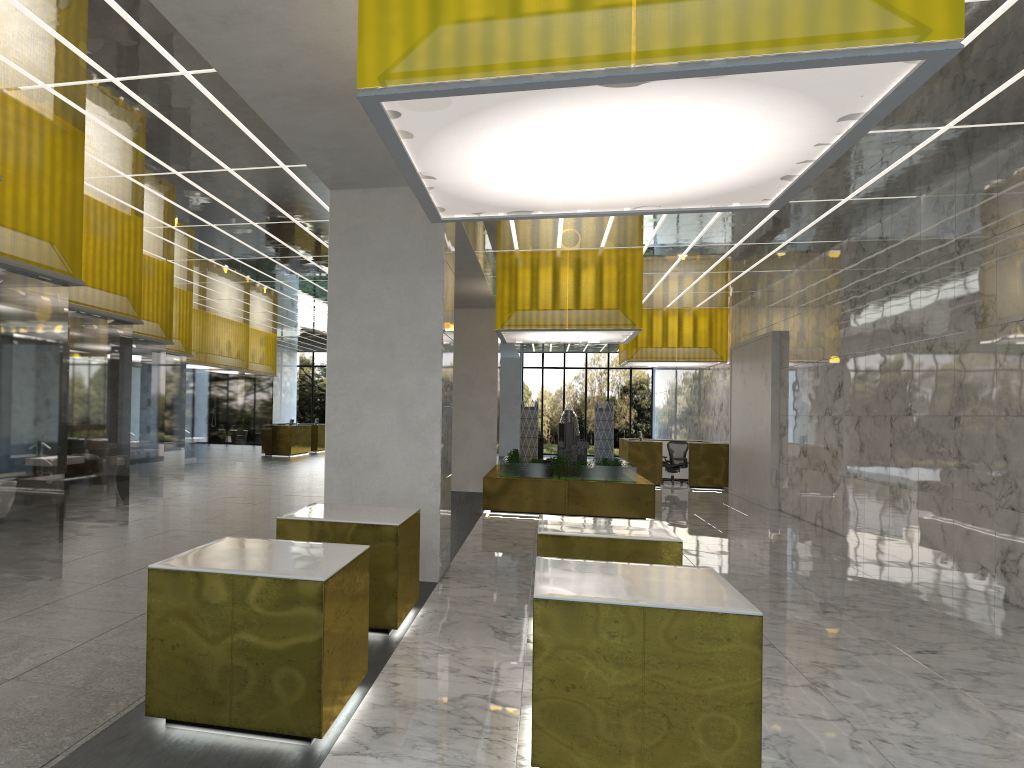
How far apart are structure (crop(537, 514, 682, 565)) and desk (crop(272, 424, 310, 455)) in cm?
3252

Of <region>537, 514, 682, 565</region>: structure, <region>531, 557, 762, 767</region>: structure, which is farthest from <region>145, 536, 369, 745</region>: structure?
<region>537, 514, 682, 565</region>: structure

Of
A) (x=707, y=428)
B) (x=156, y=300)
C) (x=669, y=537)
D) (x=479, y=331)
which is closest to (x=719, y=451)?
(x=707, y=428)

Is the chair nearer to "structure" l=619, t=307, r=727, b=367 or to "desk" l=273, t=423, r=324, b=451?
"structure" l=619, t=307, r=727, b=367

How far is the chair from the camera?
31.2 meters

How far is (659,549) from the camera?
8.36m

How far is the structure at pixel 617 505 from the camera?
19.6m

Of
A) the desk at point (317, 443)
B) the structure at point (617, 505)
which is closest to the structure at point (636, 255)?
the structure at point (617, 505)

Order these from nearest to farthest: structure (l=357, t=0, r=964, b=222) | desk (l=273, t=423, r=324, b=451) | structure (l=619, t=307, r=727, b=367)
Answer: structure (l=357, t=0, r=964, b=222), structure (l=619, t=307, r=727, b=367), desk (l=273, t=423, r=324, b=451)

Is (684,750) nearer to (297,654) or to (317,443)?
(297,654)
